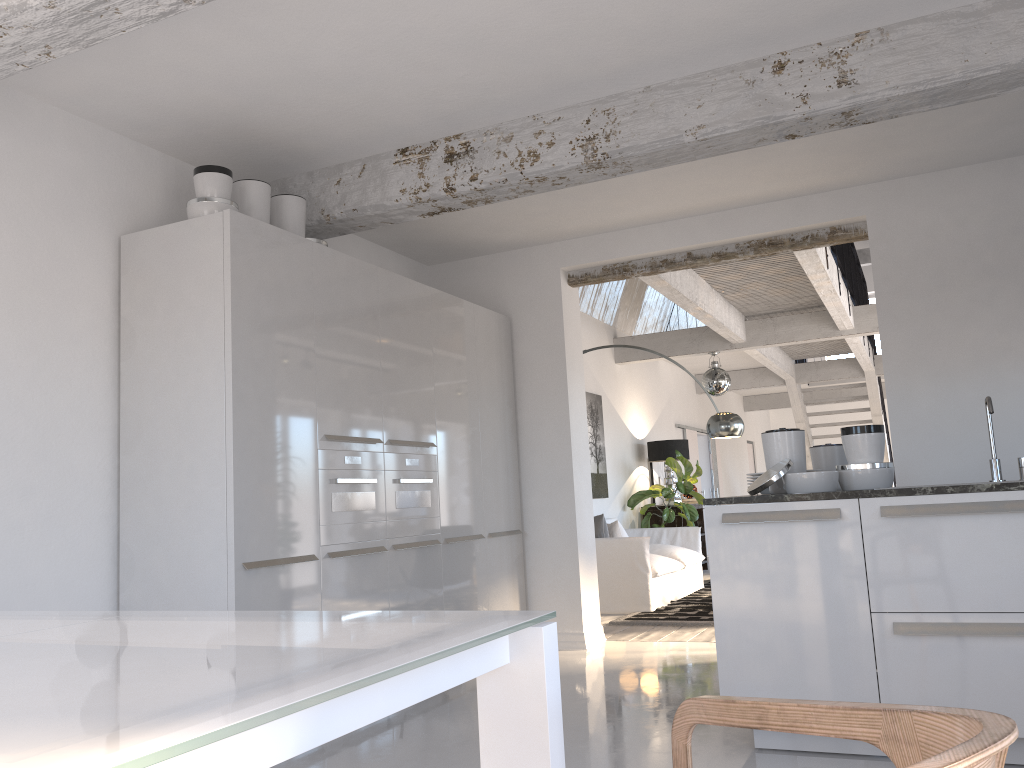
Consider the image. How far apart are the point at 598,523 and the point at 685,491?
2.59m

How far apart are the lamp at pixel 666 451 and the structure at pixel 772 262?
1.14m

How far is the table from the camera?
0.8m

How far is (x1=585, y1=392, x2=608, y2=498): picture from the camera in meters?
9.7

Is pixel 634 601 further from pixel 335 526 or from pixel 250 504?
pixel 250 504

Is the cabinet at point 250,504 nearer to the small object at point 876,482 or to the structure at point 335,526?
the structure at point 335,526

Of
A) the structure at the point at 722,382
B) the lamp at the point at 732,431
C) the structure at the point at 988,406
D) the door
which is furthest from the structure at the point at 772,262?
the structure at the point at 988,406

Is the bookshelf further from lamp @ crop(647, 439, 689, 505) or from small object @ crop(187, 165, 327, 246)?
small object @ crop(187, 165, 327, 246)

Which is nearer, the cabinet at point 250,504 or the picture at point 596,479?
the cabinet at point 250,504

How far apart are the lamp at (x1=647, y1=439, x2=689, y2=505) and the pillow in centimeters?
317cm
